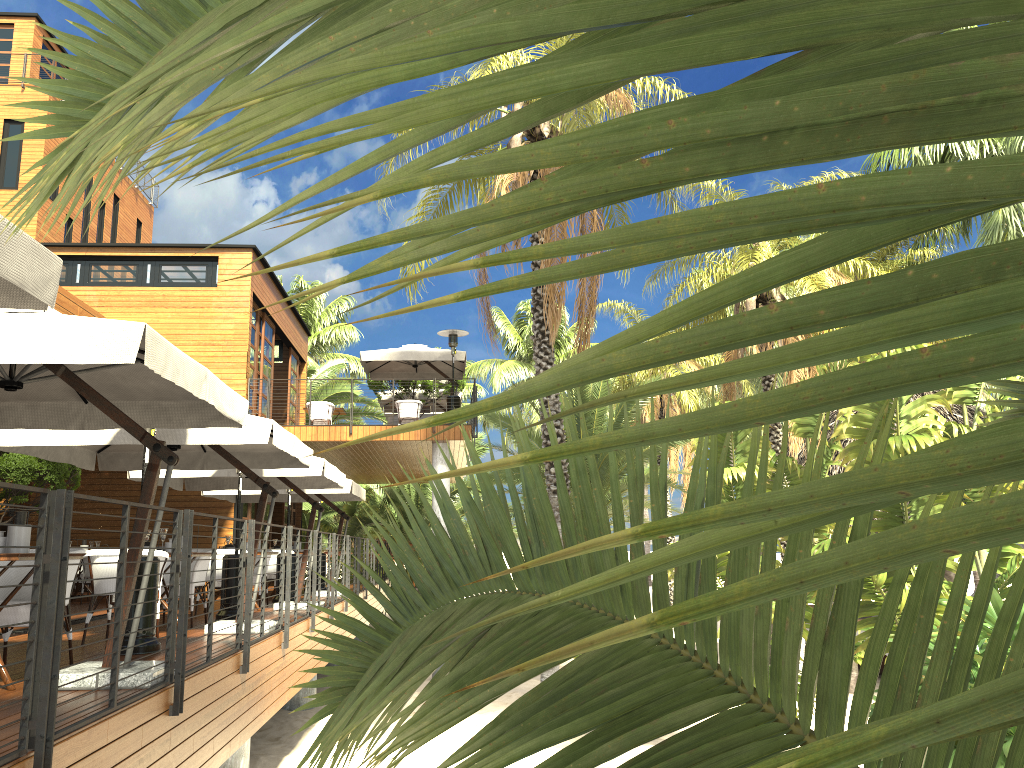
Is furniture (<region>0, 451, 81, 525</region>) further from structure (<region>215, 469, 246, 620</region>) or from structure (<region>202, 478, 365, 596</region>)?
structure (<region>215, 469, 246, 620</region>)

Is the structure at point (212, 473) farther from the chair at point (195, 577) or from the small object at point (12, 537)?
the small object at point (12, 537)

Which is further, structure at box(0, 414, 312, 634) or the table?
structure at box(0, 414, 312, 634)

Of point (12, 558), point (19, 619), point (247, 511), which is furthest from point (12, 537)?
point (247, 511)

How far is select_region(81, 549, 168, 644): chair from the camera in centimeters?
753cm

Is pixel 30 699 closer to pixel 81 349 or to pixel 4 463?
pixel 81 349

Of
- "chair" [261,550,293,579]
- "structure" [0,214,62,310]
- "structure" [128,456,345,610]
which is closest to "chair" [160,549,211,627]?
"structure" [128,456,345,610]

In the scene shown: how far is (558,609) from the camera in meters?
1.1 m

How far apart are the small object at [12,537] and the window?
13.9m

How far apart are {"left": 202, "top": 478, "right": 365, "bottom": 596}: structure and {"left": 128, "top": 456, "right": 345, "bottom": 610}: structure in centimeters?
97cm
